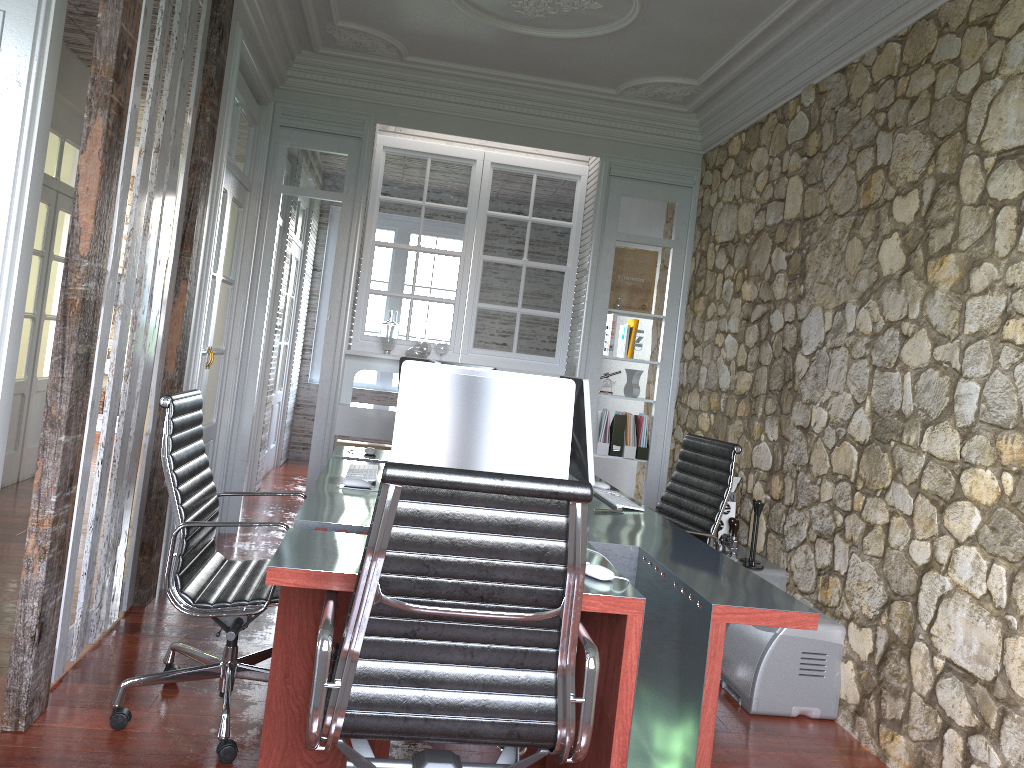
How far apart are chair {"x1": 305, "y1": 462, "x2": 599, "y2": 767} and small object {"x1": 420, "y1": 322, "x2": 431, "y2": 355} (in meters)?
3.67

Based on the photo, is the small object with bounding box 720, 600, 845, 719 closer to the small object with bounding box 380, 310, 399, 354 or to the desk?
the desk

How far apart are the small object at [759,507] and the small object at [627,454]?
1.9 meters

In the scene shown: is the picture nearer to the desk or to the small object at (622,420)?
the small object at (622,420)

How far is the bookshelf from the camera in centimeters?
404cm

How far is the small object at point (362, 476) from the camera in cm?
343

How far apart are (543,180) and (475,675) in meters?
4.7

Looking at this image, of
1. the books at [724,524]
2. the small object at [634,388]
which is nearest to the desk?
the books at [724,524]

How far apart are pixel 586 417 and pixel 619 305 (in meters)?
2.52

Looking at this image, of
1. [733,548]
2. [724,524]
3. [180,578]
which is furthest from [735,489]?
[180,578]
